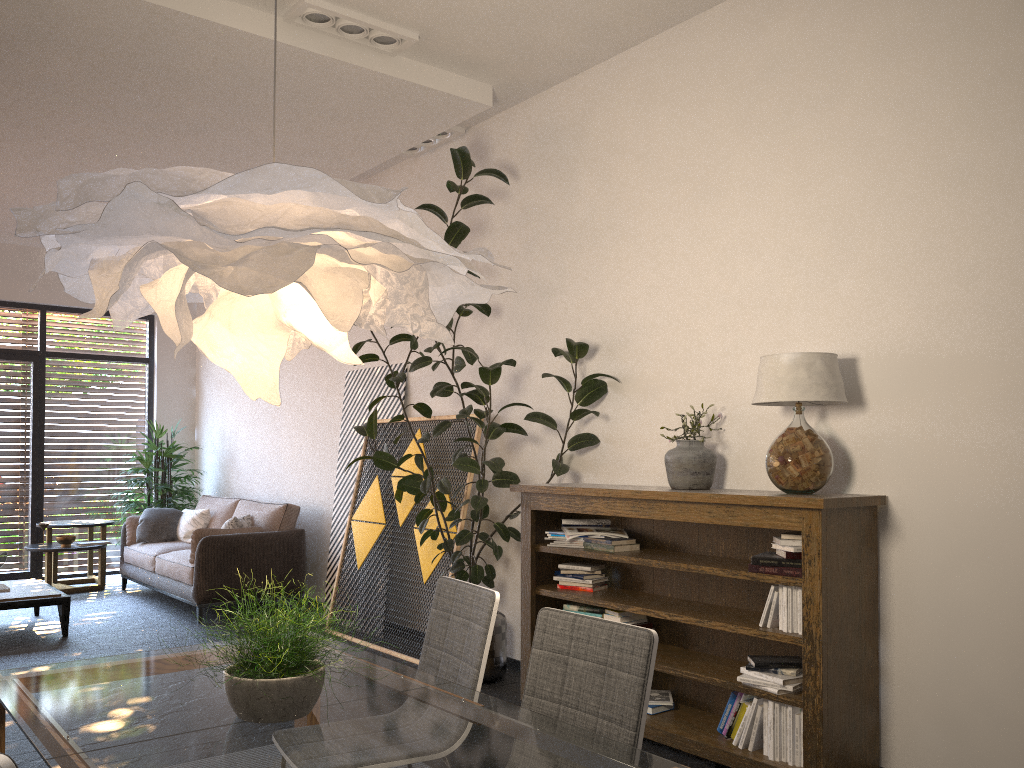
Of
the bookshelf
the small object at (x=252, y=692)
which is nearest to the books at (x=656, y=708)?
the bookshelf

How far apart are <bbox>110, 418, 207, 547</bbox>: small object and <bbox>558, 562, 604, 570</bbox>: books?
5.7 meters

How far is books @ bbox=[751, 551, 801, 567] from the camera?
3.5 meters

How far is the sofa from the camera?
6.9 meters

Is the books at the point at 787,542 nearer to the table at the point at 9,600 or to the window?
the table at the point at 9,600

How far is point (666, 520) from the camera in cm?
448

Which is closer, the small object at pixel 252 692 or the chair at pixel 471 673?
the small object at pixel 252 692

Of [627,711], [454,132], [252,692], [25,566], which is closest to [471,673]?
[627,711]

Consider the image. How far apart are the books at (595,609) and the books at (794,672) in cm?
102

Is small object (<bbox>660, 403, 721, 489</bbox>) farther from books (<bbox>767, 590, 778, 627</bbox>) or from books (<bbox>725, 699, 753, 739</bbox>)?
books (<bbox>725, 699, 753, 739</bbox>)
